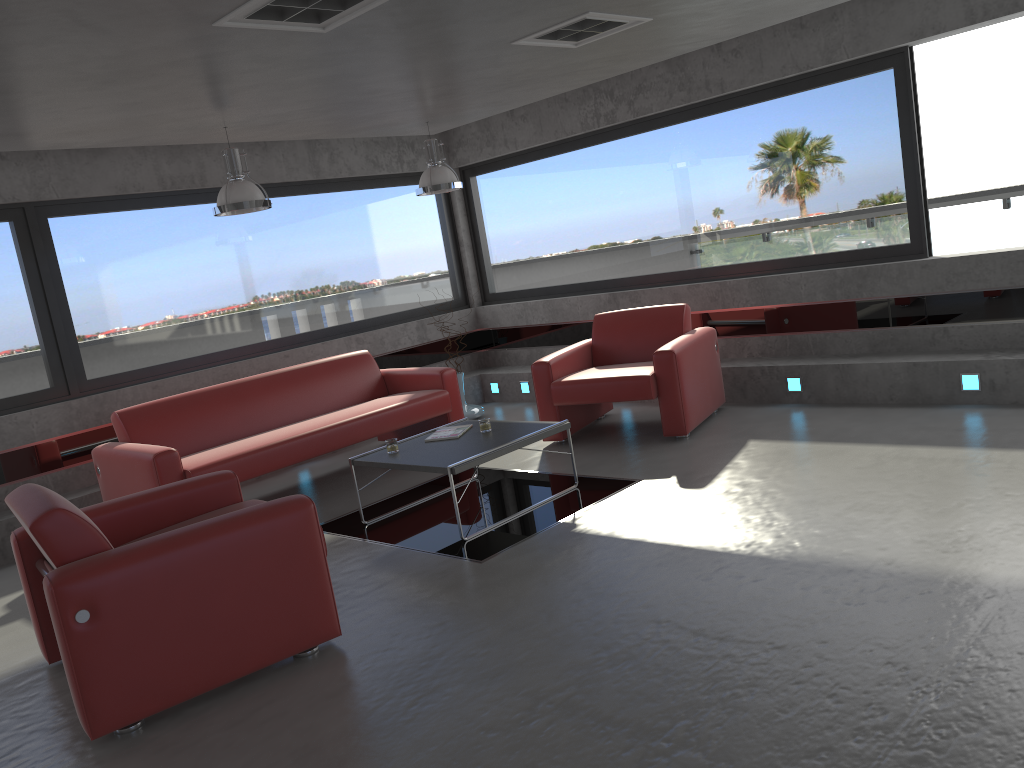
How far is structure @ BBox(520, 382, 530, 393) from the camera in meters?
8.8 m

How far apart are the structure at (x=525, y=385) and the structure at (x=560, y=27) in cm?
415

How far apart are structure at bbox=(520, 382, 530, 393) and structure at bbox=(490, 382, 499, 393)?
0.40m

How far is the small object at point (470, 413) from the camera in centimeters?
831cm

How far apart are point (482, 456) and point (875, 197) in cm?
381

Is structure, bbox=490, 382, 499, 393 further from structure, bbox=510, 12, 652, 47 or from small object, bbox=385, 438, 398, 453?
structure, bbox=510, 12, 652, 47

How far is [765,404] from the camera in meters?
7.0 m

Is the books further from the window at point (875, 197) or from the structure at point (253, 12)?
the window at point (875, 197)

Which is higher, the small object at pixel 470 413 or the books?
the books

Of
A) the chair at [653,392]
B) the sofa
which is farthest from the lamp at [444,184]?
the chair at [653,392]
